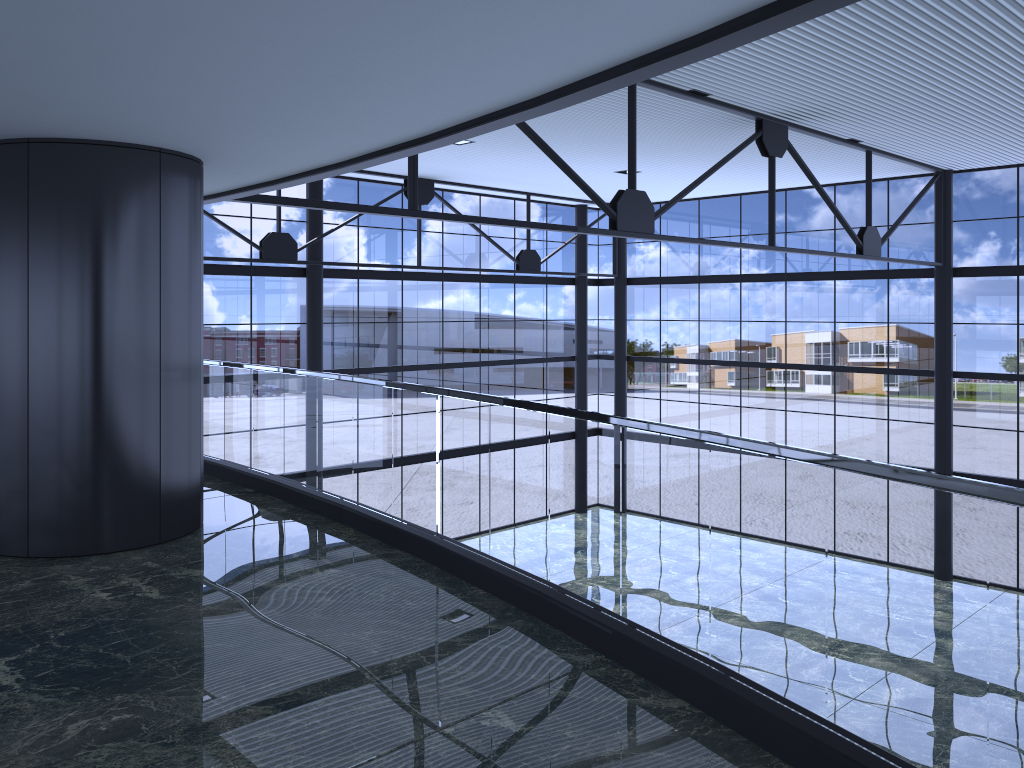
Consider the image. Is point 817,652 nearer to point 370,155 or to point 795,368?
point 370,155

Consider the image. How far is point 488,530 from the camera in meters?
23.9 m

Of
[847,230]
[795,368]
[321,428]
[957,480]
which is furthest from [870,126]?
[957,480]
